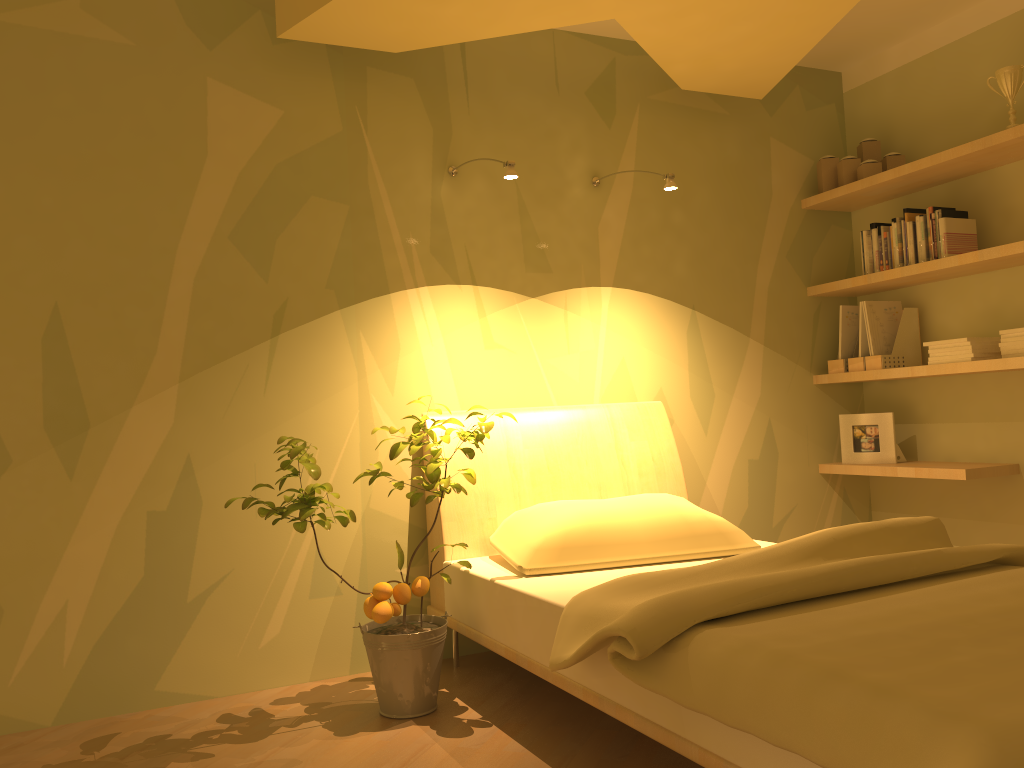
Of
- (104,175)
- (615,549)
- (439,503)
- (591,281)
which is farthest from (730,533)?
(104,175)

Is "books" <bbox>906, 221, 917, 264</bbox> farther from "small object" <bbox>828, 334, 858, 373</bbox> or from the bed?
the bed

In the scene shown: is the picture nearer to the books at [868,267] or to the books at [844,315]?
the books at [844,315]

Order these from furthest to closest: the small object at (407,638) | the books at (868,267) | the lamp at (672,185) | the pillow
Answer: the books at (868,267), the lamp at (672,185), the pillow, the small object at (407,638)

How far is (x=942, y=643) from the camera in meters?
1.5 m

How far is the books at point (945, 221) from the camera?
3.41m

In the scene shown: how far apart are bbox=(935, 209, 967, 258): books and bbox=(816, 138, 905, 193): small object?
0.37m

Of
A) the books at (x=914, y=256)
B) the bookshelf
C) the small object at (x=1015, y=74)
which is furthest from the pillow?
the small object at (x=1015, y=74)

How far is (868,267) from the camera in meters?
3.8 m

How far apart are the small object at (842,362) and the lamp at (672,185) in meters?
1.3 m
